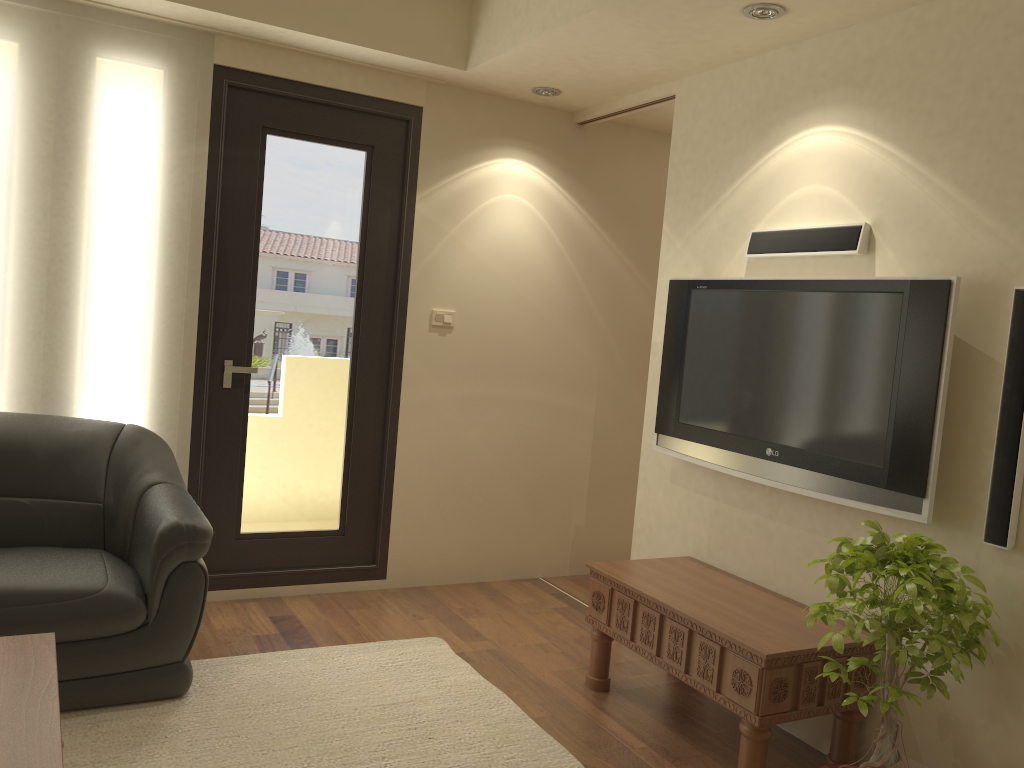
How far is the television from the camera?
2.8m

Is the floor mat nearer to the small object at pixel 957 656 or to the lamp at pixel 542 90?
the small object at pixel 957 656

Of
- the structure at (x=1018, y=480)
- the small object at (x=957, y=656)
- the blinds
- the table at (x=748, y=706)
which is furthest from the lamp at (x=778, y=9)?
the blinds

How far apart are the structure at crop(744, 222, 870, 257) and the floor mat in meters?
2.0

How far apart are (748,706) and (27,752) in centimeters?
200cm

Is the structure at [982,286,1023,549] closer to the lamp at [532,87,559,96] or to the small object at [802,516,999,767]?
the small object at [802,516,999,767]

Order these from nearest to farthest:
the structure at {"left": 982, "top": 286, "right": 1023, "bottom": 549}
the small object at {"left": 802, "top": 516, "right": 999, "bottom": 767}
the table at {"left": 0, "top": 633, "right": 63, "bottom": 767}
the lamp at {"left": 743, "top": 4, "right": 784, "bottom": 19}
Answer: the table at {"left": 0, "top": 633, "right": 63, "bottom": 767}, the small object at {"left": 802, "top": 516, "right": 999, "bottom": 767}, the structure at {"left": 982, "top": 286, "right": 1023, "bottom": 549}, the lamp at {"left": 743, "top": 4, "right": 784, "bottom": 19}

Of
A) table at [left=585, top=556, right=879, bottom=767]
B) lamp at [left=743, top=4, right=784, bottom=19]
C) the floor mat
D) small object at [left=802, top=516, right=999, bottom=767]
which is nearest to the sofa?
the floor mat

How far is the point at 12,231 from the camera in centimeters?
364cm

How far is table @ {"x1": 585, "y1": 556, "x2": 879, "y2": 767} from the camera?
2.77m
